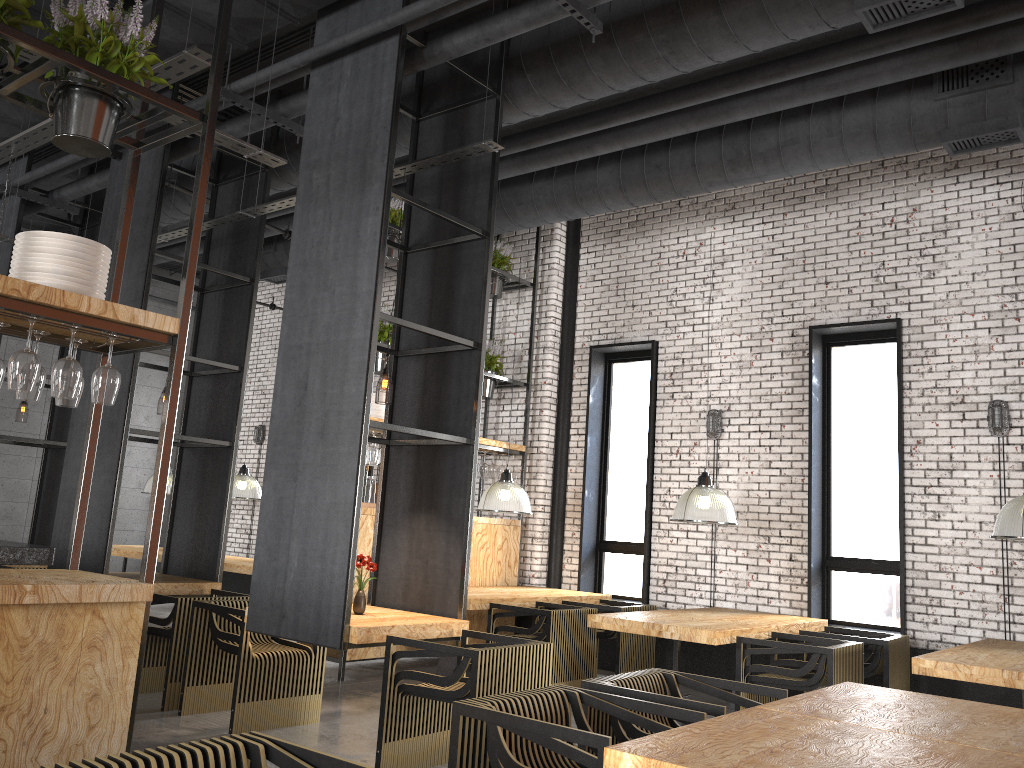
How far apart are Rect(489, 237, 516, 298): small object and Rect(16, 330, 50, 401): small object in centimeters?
639cm

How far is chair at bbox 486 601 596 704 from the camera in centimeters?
693cm

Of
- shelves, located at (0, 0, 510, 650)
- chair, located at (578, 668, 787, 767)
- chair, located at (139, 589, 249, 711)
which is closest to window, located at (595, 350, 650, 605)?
shelves, located at (0, 0, 510, 650)

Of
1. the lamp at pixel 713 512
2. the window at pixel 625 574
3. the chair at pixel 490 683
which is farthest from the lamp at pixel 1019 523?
the window at pixel 625 574

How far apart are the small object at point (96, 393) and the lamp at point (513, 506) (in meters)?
5.05

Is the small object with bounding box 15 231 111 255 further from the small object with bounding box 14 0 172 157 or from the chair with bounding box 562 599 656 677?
the chair with bounding box 562 599 656 677

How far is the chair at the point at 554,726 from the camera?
2.8m

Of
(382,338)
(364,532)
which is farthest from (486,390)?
(364,532)

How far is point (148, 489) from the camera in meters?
11.5 m

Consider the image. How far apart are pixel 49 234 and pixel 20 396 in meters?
0.6
